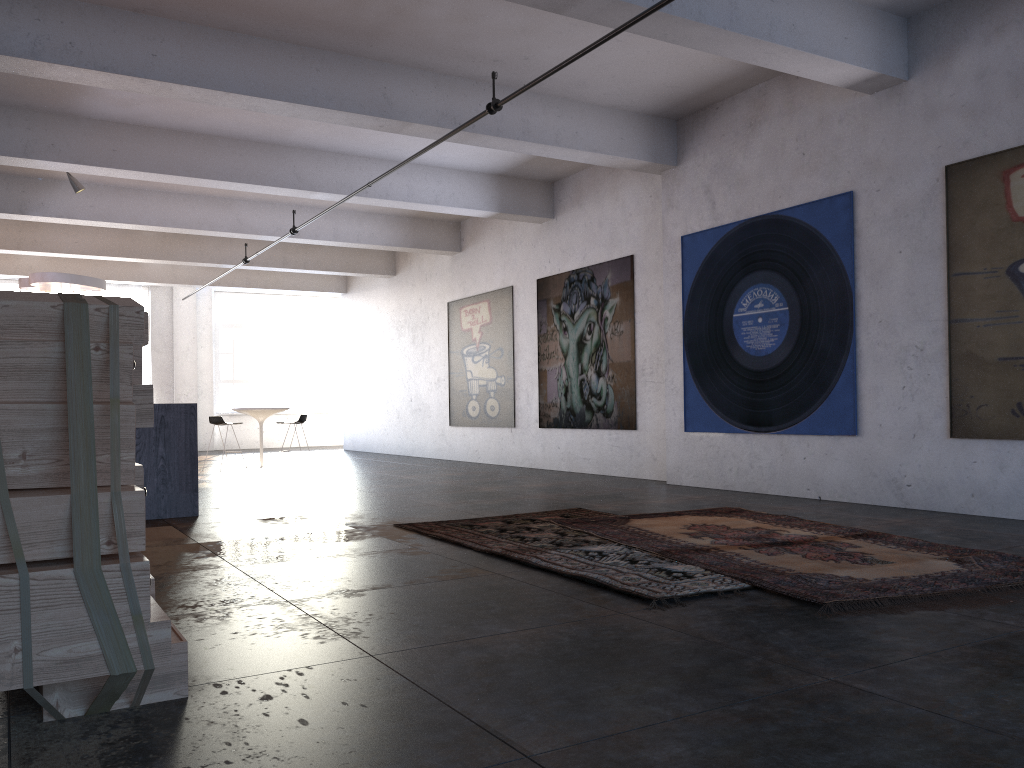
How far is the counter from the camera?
7.4 meters

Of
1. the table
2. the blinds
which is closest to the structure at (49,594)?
the table

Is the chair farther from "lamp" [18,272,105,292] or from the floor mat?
the floor mat

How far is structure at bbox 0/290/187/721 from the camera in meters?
2.4 m

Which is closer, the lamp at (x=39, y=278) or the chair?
the lamp at (x=39, y=278)

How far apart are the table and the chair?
0.5m

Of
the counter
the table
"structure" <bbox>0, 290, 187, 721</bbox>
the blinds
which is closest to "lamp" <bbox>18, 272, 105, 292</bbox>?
the table

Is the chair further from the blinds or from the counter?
the blinds

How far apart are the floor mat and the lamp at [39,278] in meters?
8.9 m

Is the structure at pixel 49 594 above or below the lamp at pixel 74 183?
below
